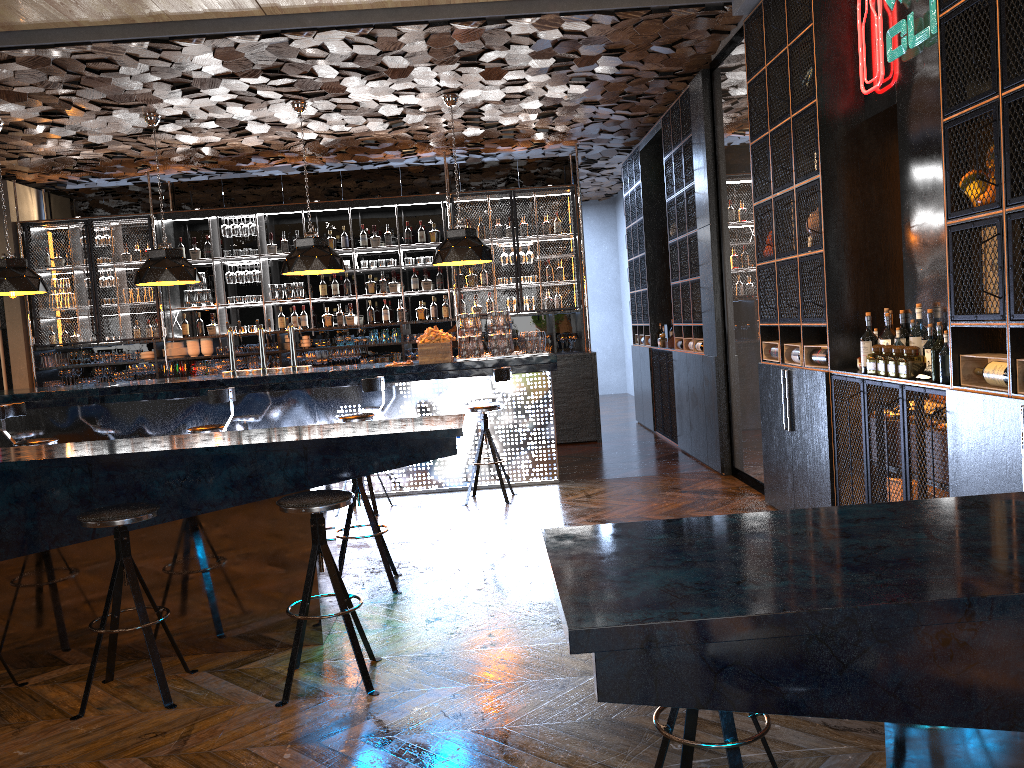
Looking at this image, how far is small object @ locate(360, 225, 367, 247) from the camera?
10.9 meters

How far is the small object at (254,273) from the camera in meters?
10.8 m

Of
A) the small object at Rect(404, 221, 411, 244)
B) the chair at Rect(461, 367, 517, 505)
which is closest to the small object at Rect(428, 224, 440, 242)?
the small object at Rect(404, 221, 411, 244)

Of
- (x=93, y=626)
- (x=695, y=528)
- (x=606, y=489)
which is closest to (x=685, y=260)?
(x=606, y=489)

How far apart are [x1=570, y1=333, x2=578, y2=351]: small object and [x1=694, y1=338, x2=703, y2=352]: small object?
2.50m

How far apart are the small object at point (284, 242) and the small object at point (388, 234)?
1.3m

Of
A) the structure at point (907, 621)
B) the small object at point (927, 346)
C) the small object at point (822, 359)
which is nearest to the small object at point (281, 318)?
the small object at point (822, 359)

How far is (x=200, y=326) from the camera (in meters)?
10.87

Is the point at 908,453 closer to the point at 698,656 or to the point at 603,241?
the point at 698,656

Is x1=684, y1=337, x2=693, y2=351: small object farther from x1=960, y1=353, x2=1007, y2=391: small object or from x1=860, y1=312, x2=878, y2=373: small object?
x1=960, y1=353, x2=1007, y2=391: small object
